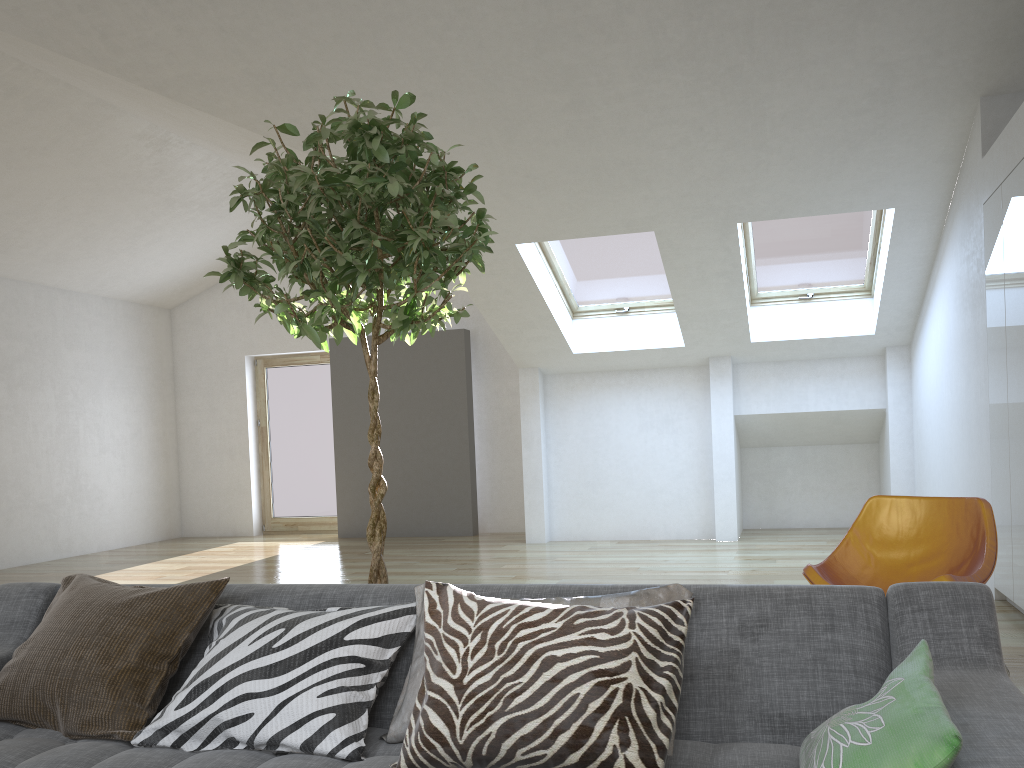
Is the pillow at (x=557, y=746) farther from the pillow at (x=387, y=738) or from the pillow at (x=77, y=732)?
the pillow at (x=77, y=732)

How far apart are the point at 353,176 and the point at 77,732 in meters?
1.5 m

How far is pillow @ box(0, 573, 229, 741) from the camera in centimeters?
196cm

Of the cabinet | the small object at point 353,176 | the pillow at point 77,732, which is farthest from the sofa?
the cabinet

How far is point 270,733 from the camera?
1.8 meters

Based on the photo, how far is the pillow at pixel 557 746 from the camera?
1.5m

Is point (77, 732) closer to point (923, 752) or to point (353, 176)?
point (353, 176)

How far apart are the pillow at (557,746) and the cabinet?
3.4 meters

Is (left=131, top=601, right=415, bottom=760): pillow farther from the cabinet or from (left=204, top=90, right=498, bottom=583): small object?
the cabinet

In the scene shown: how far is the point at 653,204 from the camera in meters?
6.1
